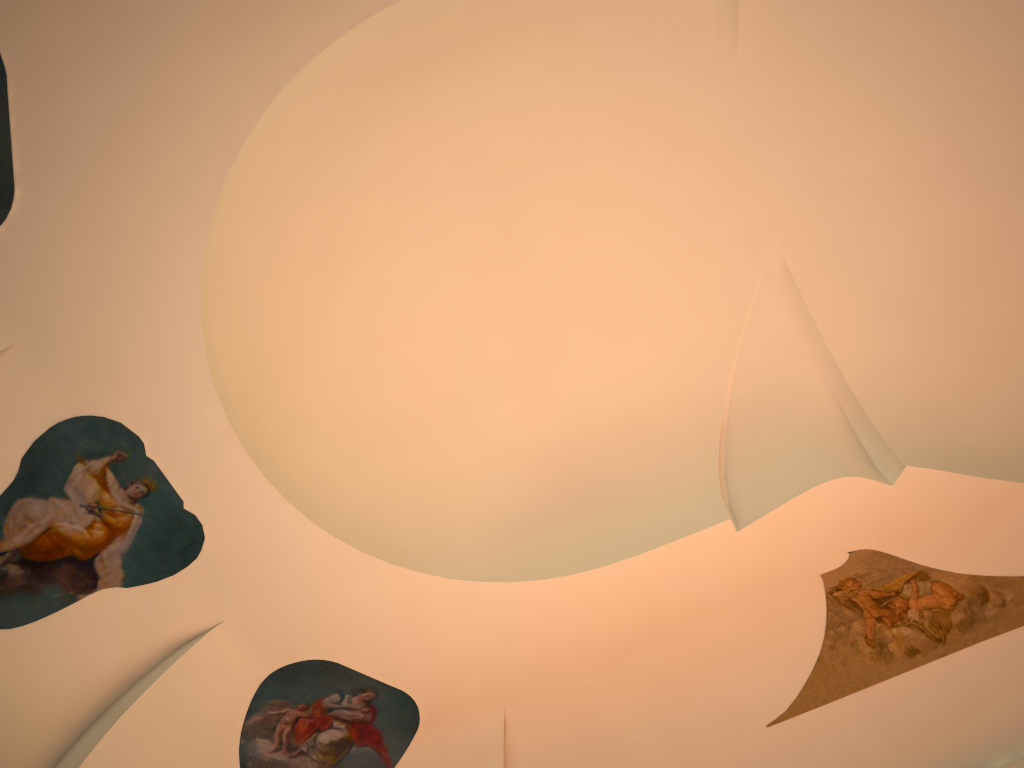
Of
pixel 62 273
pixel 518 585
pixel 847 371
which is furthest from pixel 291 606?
pixel 847 371
